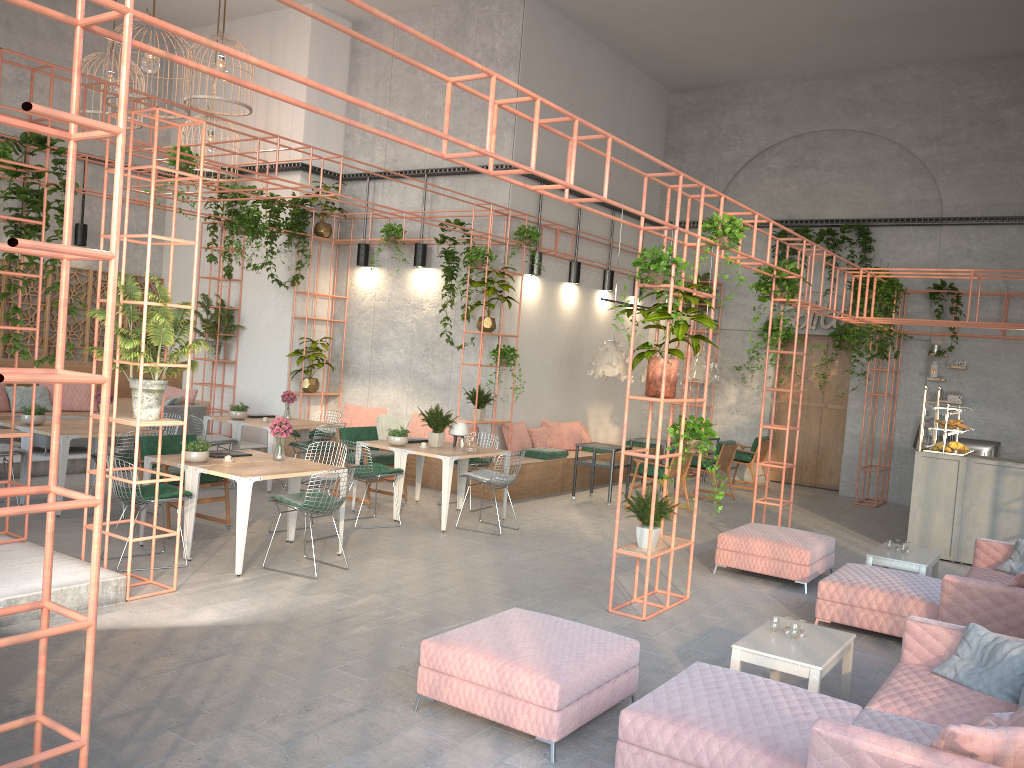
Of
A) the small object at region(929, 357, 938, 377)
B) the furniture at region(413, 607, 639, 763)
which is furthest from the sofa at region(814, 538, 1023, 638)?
the small object at region(929, 357, 938, 377)

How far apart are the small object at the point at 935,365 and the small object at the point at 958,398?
0.44m

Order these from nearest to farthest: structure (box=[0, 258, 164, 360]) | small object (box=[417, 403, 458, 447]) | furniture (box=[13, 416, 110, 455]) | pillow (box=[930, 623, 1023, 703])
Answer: pillow (box=[930, 623, 1023, 703]) → small object (box=[417, 403, 458, 447]) → furniture (box=[13, 416, 110, 455]) → structure (box=[0, 258, 164, 360])

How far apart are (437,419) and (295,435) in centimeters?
329cm

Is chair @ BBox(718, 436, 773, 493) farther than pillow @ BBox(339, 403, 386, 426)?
Yes

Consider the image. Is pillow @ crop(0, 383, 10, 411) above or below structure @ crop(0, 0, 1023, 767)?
below

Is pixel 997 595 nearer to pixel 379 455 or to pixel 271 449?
pixel 379 455

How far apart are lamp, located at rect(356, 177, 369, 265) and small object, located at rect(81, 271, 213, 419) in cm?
743

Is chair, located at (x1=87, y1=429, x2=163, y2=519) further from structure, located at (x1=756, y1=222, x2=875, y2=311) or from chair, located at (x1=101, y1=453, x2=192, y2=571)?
structure, located at (x1=756, y1=222, x2=875, y2=311)

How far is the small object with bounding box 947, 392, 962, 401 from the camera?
14.2m
